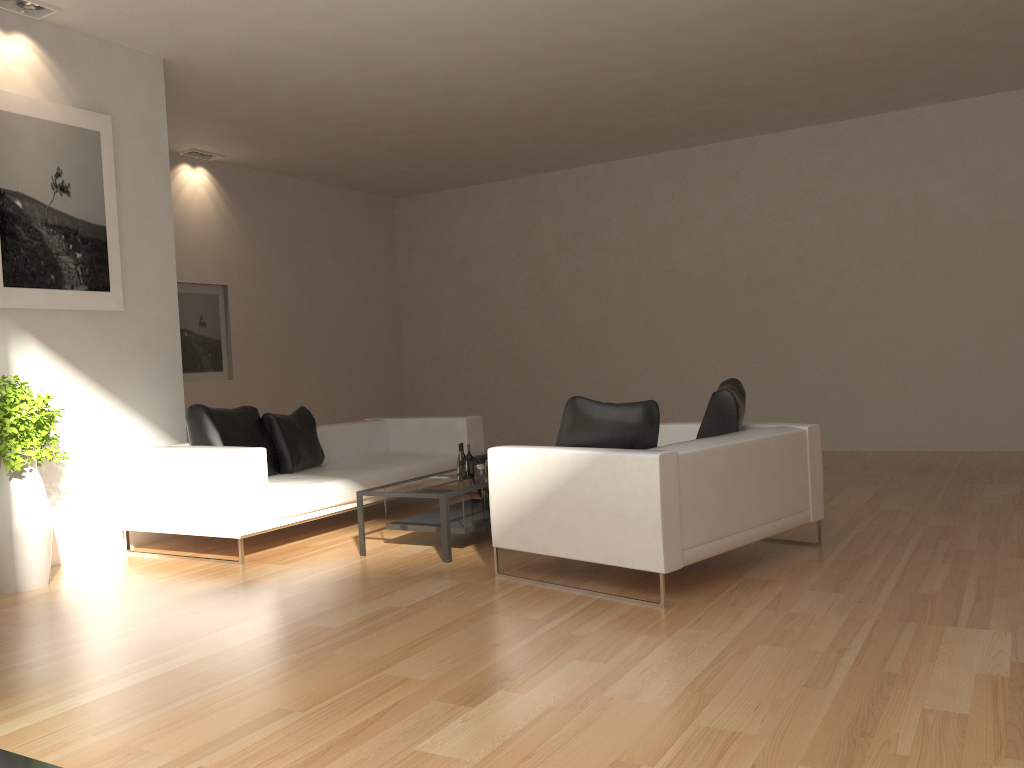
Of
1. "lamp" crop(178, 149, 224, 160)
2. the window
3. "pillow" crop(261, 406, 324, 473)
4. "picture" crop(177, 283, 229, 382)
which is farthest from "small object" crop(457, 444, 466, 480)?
"lamp" crop(178, 149, 224, 160)

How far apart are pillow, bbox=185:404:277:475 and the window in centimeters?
362cm

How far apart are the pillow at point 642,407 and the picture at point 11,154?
3.64m

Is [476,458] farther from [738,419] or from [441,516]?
[738,419]

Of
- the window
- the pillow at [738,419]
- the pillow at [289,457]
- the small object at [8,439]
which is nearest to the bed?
the pillow at [289,457]

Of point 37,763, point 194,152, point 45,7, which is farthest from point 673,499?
point 194,152

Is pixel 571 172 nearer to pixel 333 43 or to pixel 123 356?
pixel 333 43

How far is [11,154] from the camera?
5.86m

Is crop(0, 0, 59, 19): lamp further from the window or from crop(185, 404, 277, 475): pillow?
the window

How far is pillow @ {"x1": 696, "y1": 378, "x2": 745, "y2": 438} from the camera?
5.2 meters
